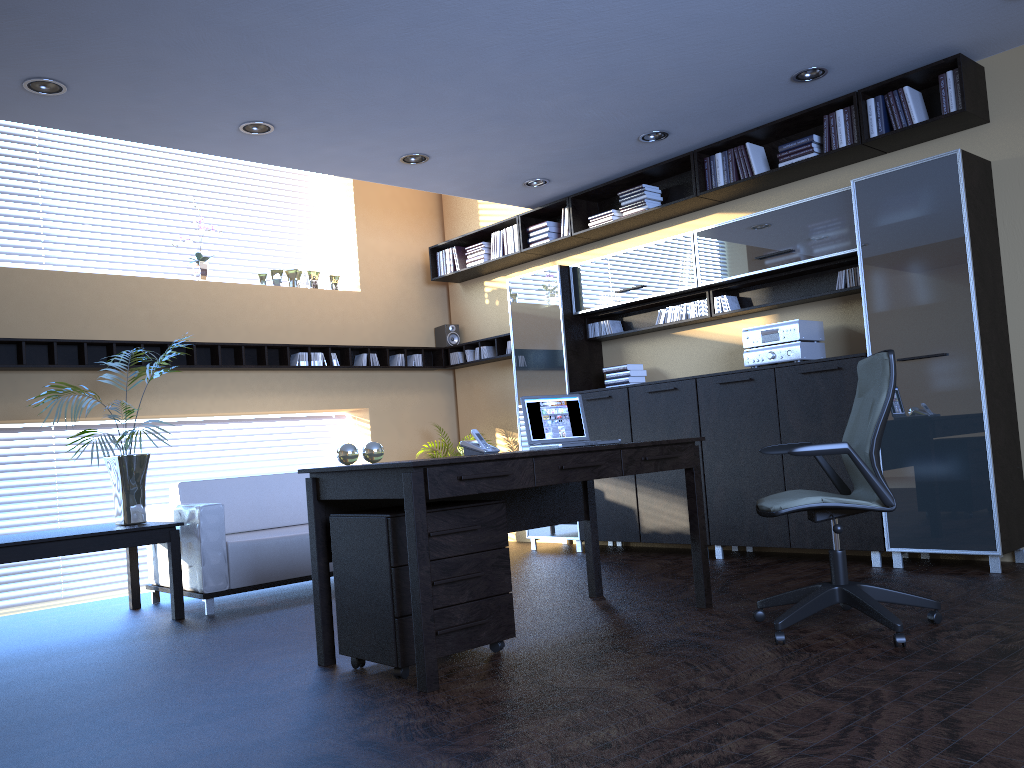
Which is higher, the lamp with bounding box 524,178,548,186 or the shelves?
the lamp with bounding box 524,178,548,186

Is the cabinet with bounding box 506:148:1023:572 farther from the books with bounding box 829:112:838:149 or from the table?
the table

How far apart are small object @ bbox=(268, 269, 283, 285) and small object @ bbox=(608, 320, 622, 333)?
3.09m

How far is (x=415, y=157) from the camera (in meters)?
6.35

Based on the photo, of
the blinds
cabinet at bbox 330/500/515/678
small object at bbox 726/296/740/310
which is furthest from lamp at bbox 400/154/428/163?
the blinds

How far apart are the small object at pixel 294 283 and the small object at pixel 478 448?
4.48m

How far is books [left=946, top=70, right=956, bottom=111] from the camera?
5.22m

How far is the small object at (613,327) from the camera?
7.39m

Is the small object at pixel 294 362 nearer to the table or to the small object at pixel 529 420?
the table

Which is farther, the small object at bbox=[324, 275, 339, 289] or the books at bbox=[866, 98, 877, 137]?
the small object at bbox=[324, 275, 339, 289]
